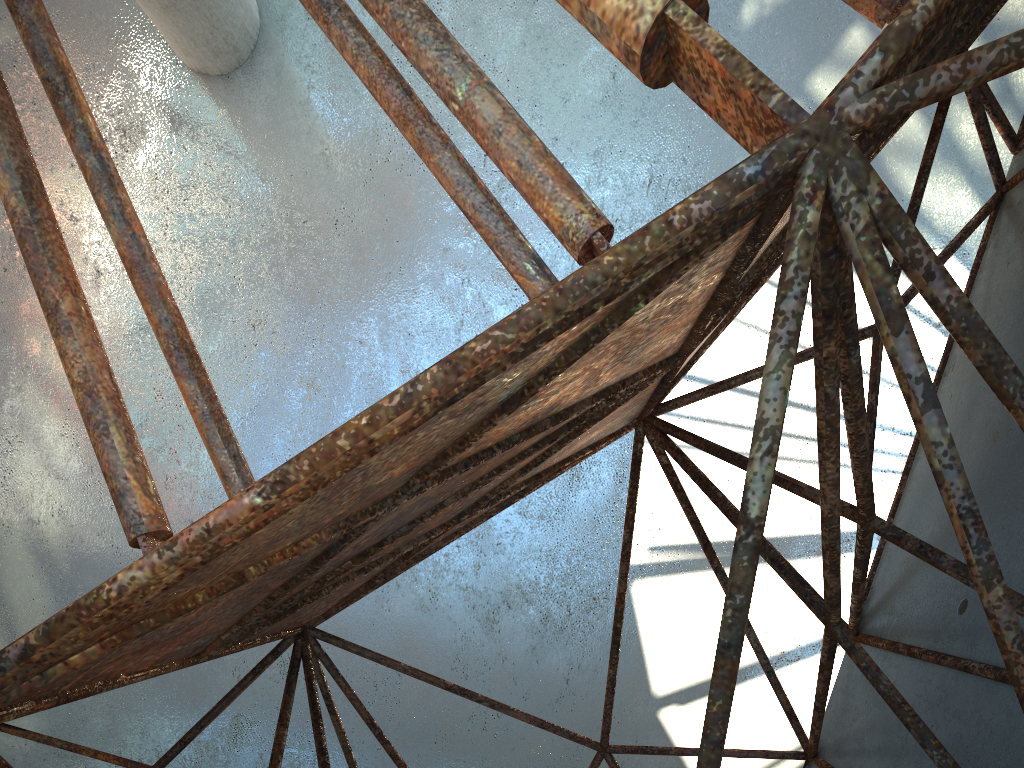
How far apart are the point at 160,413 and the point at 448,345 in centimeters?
702cm
